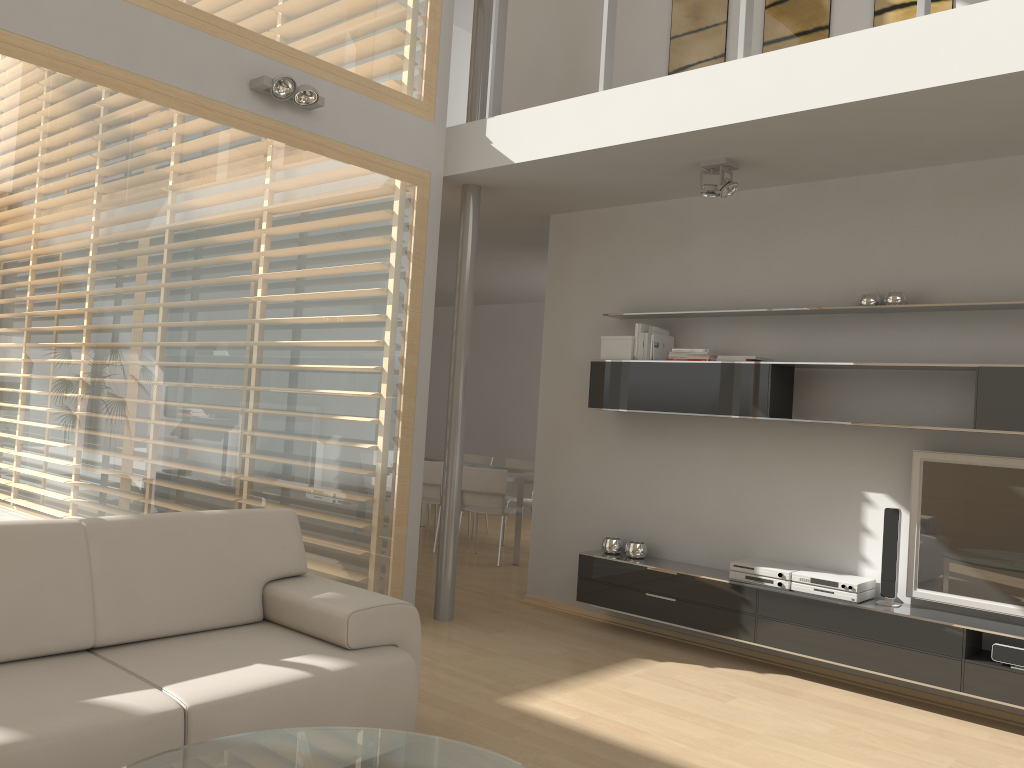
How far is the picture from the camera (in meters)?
4.78

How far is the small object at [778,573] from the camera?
4.7m

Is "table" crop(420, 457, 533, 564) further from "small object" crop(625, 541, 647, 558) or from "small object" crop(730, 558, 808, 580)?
"small object" crop(730, 558, 808, 580)

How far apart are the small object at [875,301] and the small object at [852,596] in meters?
1.5

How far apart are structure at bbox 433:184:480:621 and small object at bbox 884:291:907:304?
2.38m

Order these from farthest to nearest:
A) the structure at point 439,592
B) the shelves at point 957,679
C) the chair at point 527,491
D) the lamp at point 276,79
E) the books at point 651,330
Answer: the chair at point 527,491, the structure at point 439,592, the books at point 651,330, the lamp at point 276,79, the shelves at point 957,679

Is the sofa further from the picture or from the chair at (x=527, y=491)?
the chair at (x=527, y=491)

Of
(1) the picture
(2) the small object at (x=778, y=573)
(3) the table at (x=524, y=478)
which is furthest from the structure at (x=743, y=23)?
(3) the table at (x=524, y=478)

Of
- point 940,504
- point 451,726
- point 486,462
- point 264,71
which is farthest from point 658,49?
point 486,462

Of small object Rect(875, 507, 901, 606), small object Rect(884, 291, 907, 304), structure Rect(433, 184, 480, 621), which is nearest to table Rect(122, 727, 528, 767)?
small object Rect(875, 507, 901, 606)
